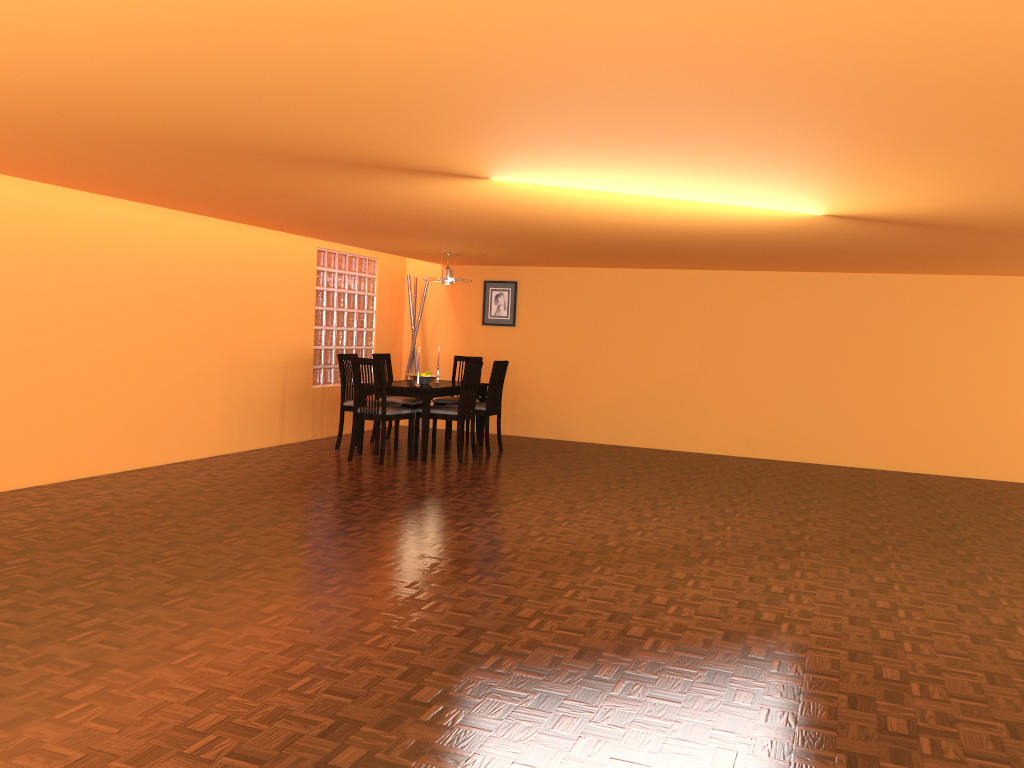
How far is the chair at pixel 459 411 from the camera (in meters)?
7.00

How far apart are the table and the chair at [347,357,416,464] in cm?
13

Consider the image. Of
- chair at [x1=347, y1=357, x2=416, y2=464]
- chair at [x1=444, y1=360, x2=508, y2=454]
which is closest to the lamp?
chair at [x1=444, y1=360, x2=508, y2=454]

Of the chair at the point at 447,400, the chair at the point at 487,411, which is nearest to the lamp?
the chair at the point at 487,411

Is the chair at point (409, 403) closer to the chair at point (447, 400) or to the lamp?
the chair at point (447, 400)

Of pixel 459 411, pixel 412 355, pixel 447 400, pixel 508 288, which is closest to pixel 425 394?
pixel 459 411

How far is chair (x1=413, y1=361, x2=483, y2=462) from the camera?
7.0 meters

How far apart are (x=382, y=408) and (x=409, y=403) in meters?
1.1

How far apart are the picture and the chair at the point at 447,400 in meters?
0.8

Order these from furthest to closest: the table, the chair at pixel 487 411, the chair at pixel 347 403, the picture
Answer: the picture, the chair at pixel 487 411, the chair at pixel 347 403, the table
